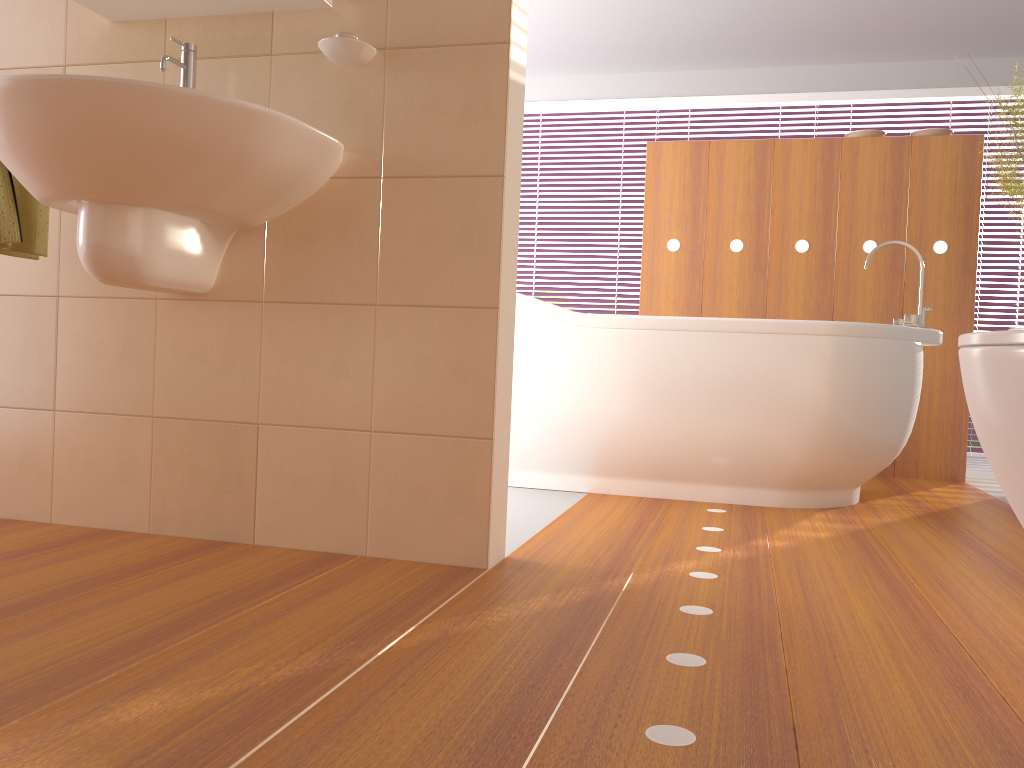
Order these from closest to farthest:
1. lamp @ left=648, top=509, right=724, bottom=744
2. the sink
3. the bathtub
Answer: lamp @ left=648, top=509, right=724, bottom=744
the sink
the bathtub

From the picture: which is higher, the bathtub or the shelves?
the shelves

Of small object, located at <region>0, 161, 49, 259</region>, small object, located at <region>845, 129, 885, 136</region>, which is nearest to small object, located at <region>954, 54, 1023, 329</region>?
small object, located at <region>845, 129, 885, 136</region>

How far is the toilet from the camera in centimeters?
85cm

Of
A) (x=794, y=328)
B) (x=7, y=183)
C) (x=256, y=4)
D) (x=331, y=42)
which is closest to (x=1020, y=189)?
(x=794, y=328)

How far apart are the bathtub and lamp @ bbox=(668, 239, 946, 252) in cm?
78

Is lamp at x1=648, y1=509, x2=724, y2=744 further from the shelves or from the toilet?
the shelves

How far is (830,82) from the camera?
5.3m

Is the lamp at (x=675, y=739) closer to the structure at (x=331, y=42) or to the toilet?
the toilet

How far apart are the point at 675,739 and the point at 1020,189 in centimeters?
282cm
